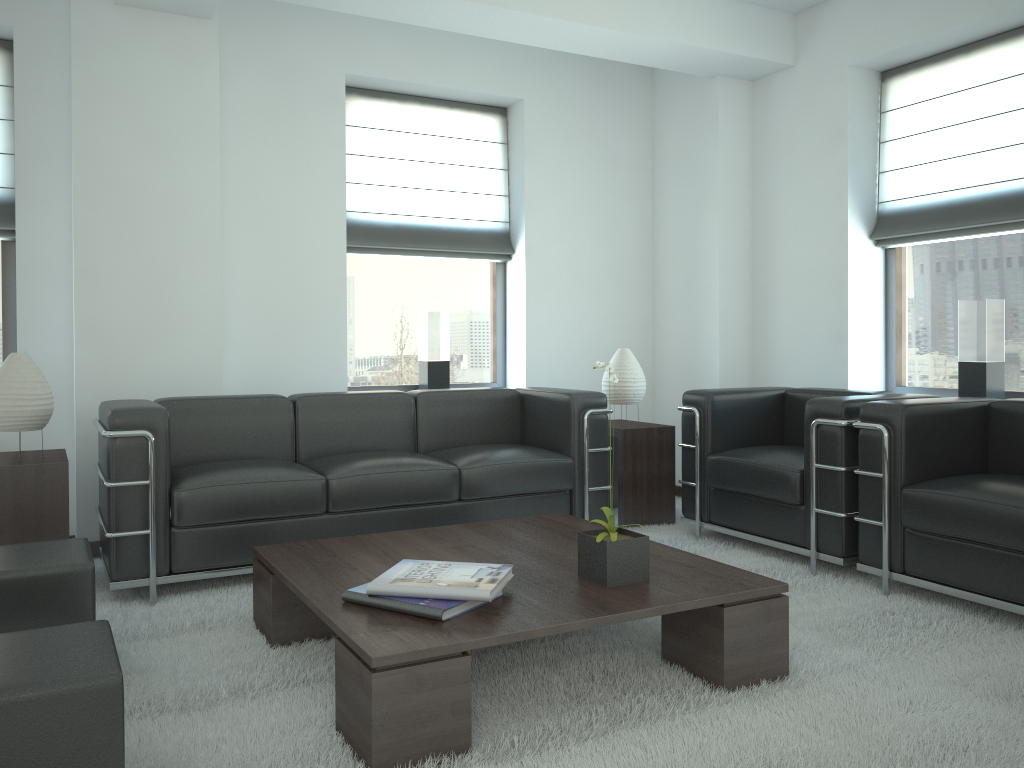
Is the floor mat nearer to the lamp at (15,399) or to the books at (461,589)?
the books at (461,589)

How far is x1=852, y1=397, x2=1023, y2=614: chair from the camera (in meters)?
4.59

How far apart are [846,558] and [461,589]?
3.0m

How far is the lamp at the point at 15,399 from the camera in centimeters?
521cm

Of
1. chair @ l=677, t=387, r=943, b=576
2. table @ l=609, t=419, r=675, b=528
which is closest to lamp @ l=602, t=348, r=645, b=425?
table @ l=609, t=419, r=675, b=528

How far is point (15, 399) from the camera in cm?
521

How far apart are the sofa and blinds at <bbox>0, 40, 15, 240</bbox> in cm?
187

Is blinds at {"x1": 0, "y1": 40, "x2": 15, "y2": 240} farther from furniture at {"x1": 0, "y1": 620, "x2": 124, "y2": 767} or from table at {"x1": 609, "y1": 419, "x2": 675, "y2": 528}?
table at {"x1": 609, "y1": 419, "x2": 675, "y2": 528}

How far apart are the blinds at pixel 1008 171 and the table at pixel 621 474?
2.3 meters

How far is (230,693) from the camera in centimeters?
384cm
